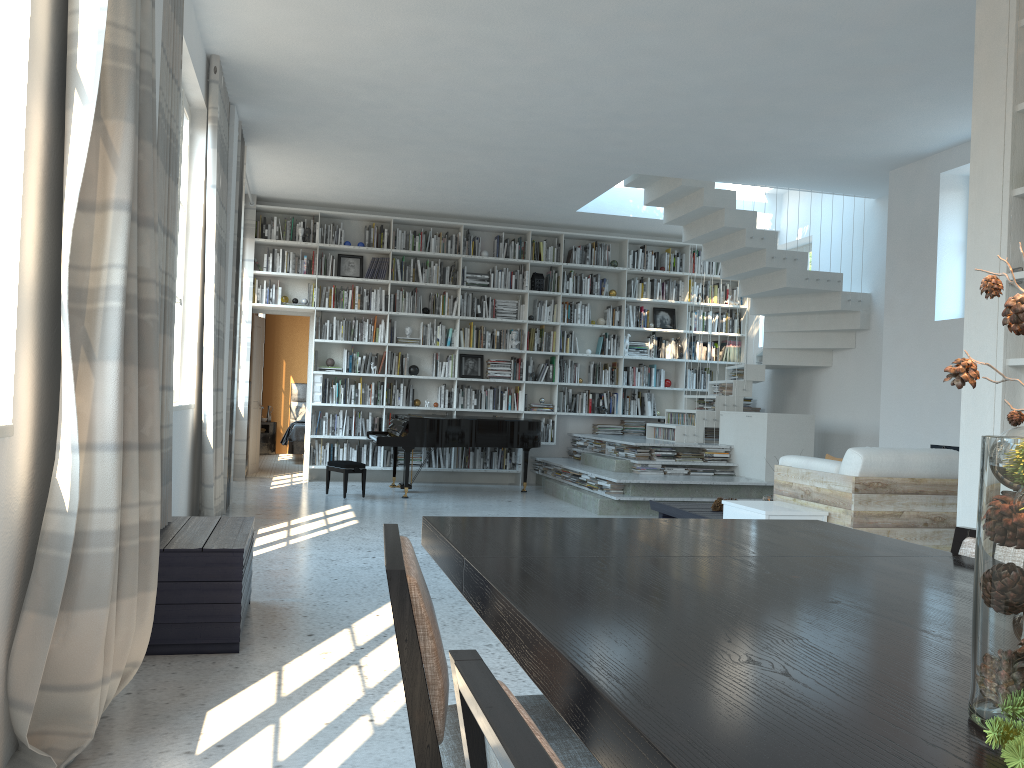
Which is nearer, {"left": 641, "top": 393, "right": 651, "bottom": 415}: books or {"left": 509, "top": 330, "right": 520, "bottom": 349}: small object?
{"left": 509, "top": 330, "right": 520, "bottom": 349}: small object

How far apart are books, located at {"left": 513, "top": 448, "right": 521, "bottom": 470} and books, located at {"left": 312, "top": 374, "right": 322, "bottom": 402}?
2.5 meters

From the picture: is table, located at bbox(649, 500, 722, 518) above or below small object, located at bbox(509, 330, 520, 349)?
below

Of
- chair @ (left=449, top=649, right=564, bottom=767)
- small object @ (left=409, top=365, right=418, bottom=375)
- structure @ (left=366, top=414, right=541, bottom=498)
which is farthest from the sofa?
small object @ (left=409, top=365, right=418, bottom=375)

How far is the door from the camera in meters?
10.9

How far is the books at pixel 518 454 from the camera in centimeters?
1076cm

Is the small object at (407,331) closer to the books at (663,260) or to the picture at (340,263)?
the picture at (340,263)

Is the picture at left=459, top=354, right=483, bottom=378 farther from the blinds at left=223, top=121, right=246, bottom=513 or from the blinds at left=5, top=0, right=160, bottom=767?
the blinds at left=5, top=0, right=160, bottom=767

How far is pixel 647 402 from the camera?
11.2 meters

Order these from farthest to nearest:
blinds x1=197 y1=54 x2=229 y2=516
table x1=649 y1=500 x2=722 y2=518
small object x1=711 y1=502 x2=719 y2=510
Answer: small object x1=711 y1=502 x2=719 y2=510, table x1=649 y1=500 x2=722 y2=518, blinds x1=197 y1=54 x2=229 y2=516
